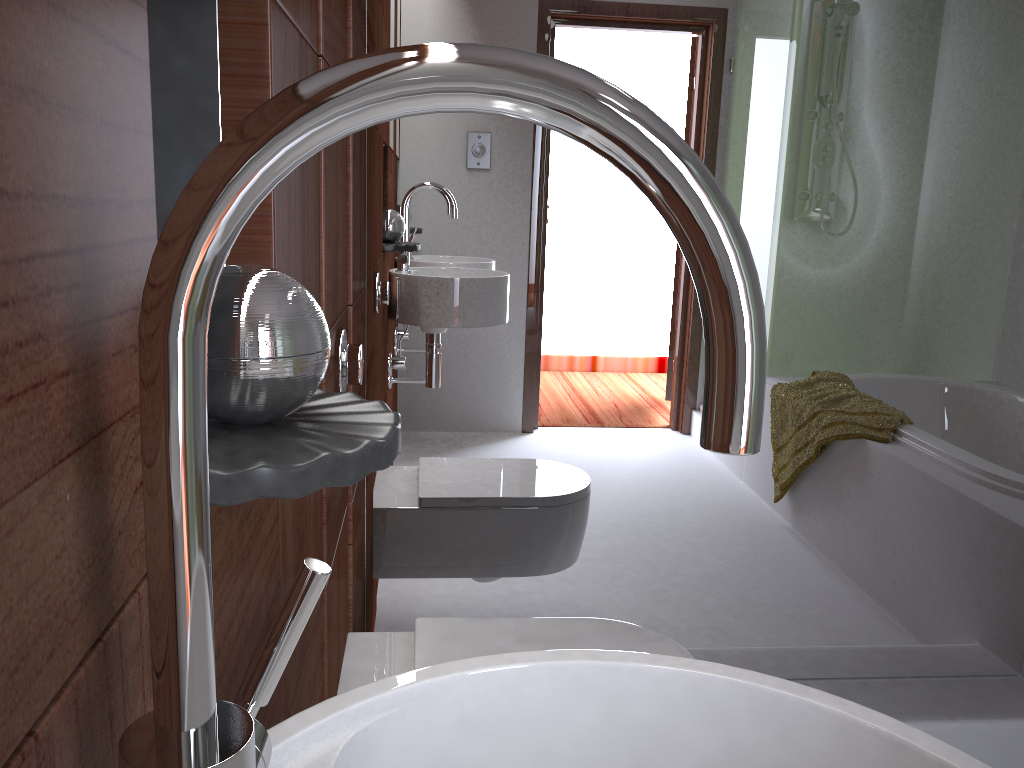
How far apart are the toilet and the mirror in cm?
31

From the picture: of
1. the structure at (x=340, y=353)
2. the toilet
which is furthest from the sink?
the toilet

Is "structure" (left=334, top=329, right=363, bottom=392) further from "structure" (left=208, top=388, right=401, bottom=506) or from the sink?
the sink

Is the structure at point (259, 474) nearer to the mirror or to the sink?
the sink

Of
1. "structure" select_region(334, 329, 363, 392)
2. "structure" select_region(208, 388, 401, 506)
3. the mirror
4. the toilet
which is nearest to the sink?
"structure" select_region(208, 388, 401, 506)

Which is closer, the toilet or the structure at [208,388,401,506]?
the structure at [208,388,401,506]

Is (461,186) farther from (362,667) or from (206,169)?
(206,169)

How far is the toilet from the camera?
1.4 meters

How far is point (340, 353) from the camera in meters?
1.2 m

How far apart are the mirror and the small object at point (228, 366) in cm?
110
